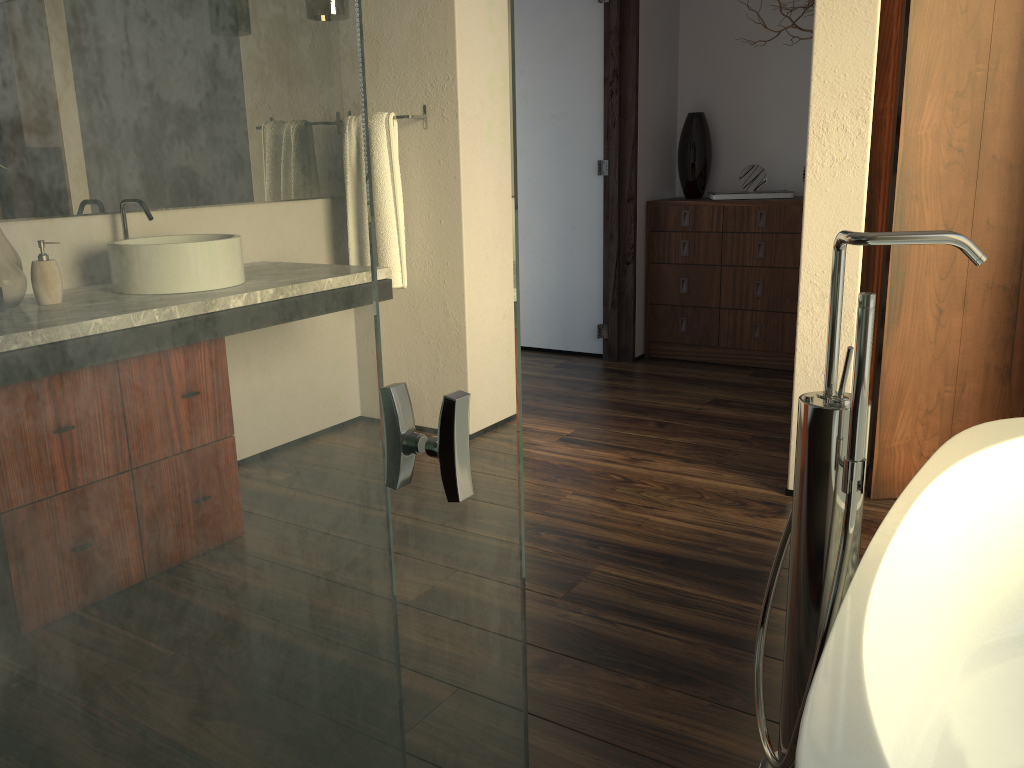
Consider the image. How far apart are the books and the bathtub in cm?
267

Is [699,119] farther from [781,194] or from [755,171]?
[781,194]

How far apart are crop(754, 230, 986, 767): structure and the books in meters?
3.0 m

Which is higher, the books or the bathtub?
the books

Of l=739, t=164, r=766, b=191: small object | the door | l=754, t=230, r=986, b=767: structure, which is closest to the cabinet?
l=739, t=164, r=766, b=191: small object

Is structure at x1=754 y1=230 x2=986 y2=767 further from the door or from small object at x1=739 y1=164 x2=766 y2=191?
small object at x1=739 y1=164 x2=766 y2=191

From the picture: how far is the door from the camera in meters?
2.3

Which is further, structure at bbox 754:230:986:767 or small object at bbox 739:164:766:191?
small object at bbox 739:164:766:191

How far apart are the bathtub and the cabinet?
2.44m

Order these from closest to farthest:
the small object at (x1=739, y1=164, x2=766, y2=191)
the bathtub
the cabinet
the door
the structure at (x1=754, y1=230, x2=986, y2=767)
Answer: the bathtub
the structure at (x1=754, y1=230, x2=986, y2=767)
the door
the cabinet
the small object at (x1=739, y1=164, x2=766, y2=191)
